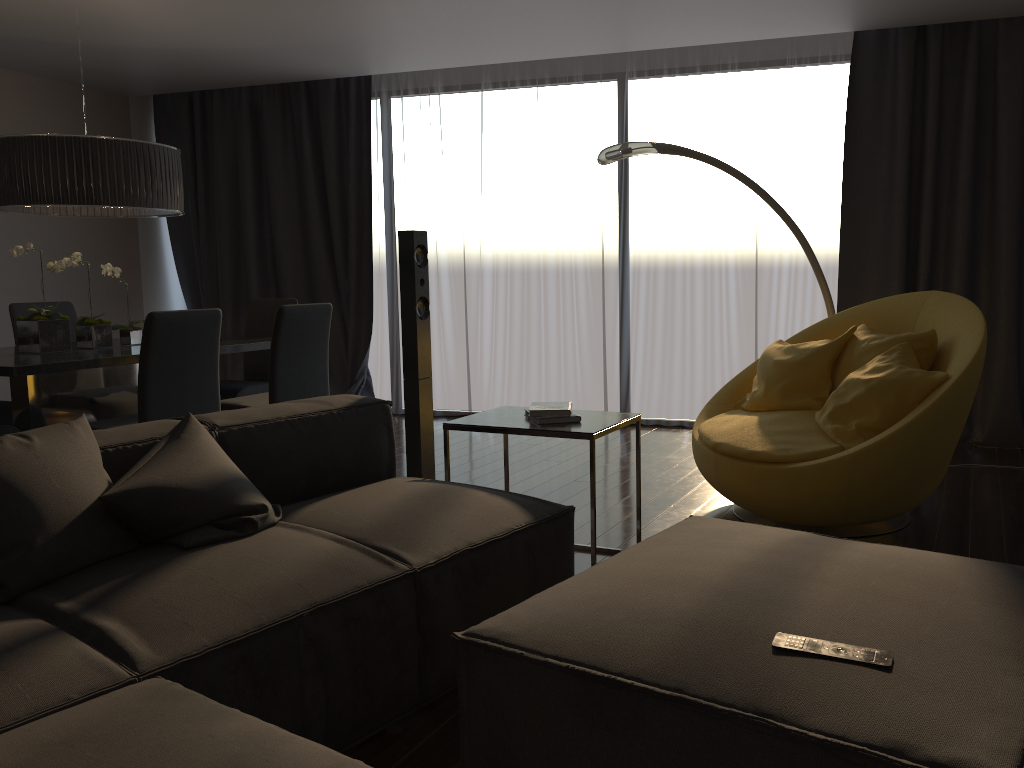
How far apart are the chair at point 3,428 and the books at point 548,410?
2.38m

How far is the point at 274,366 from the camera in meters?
4.3

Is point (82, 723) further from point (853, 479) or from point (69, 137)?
point (69, 137)

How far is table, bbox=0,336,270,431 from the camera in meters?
3.8

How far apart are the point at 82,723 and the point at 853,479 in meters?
2.6

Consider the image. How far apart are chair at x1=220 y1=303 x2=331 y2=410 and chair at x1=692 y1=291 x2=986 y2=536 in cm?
189

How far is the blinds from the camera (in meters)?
5.07

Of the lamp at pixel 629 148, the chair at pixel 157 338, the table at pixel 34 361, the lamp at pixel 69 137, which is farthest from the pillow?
the lamp at pixel 629 148

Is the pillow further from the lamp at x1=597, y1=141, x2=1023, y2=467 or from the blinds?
the blinds

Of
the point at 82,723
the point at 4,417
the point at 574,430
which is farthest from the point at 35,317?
the point at 82,723
